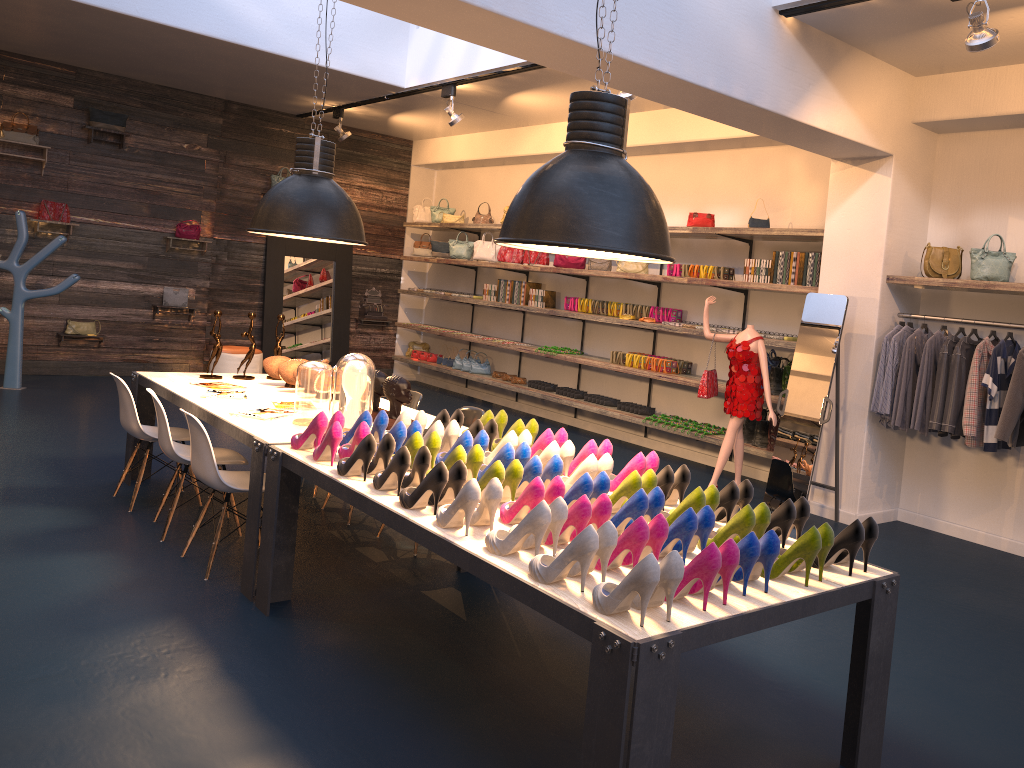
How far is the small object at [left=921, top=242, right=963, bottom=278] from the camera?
6.2 meters

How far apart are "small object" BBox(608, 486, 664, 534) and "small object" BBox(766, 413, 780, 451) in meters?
4.5 m

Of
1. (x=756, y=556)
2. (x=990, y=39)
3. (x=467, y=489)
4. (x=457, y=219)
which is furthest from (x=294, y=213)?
(x=457, y=219)

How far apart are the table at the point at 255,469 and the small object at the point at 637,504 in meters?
2.0 m

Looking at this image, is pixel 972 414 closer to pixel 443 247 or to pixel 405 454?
pixel 405 454

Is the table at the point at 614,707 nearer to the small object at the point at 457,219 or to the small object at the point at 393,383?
the small object at the point at 393,383

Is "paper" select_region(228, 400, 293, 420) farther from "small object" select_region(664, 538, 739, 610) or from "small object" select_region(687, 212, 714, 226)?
"small object" select_region(687, 212, 714, 226)

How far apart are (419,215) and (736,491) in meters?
10.0 m

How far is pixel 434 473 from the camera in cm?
318

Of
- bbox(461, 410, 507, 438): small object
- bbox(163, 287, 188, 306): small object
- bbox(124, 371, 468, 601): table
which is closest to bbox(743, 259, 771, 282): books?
bbox(124, 371, 468, 601): table
